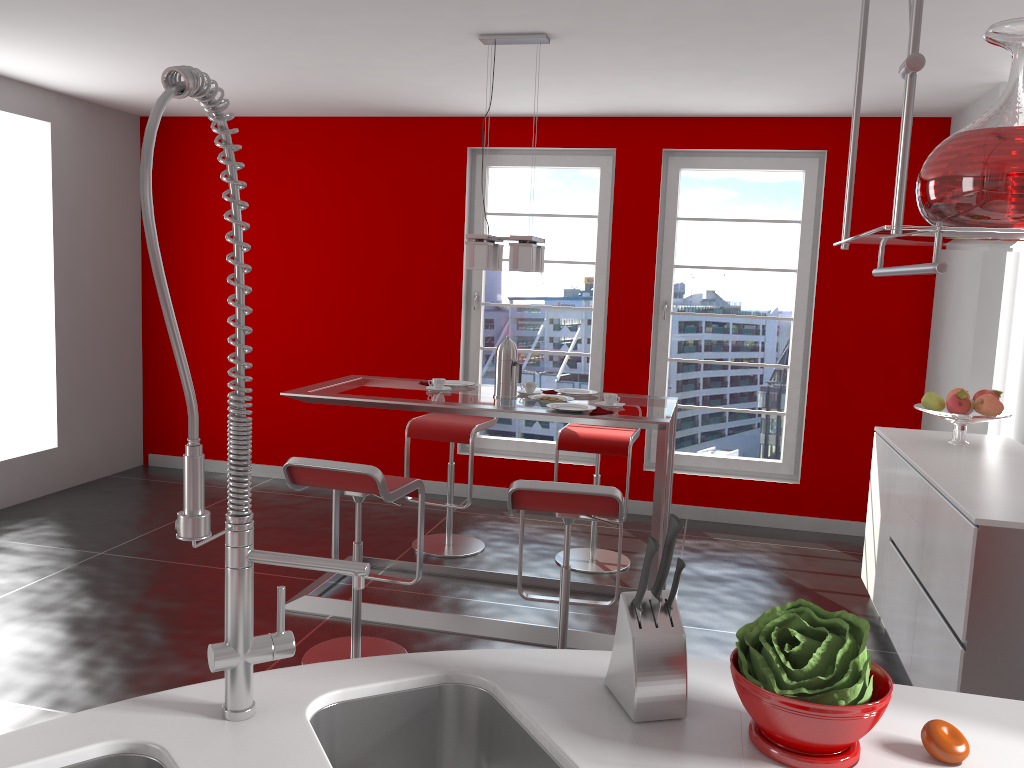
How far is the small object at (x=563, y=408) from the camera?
3.8m

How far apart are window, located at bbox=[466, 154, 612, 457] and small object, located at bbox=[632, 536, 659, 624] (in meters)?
4.68

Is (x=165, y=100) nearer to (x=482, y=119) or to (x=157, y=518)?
(x=157, y=518)

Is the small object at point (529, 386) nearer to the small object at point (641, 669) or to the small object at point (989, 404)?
the small object at point (989, 404)

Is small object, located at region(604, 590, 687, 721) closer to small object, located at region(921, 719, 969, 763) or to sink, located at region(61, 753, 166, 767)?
small object, located at region(921, 719, 969, 763)

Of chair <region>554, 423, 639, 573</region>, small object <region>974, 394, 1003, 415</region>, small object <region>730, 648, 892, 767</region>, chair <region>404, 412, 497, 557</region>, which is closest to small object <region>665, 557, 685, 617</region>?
small object <region>730, 648, 892, 767</region>

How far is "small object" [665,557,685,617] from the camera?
1.36m

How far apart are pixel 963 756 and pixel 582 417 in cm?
241

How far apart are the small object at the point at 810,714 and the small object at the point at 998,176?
0.6 meters

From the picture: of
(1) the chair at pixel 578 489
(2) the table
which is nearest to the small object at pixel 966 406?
(2) the table
